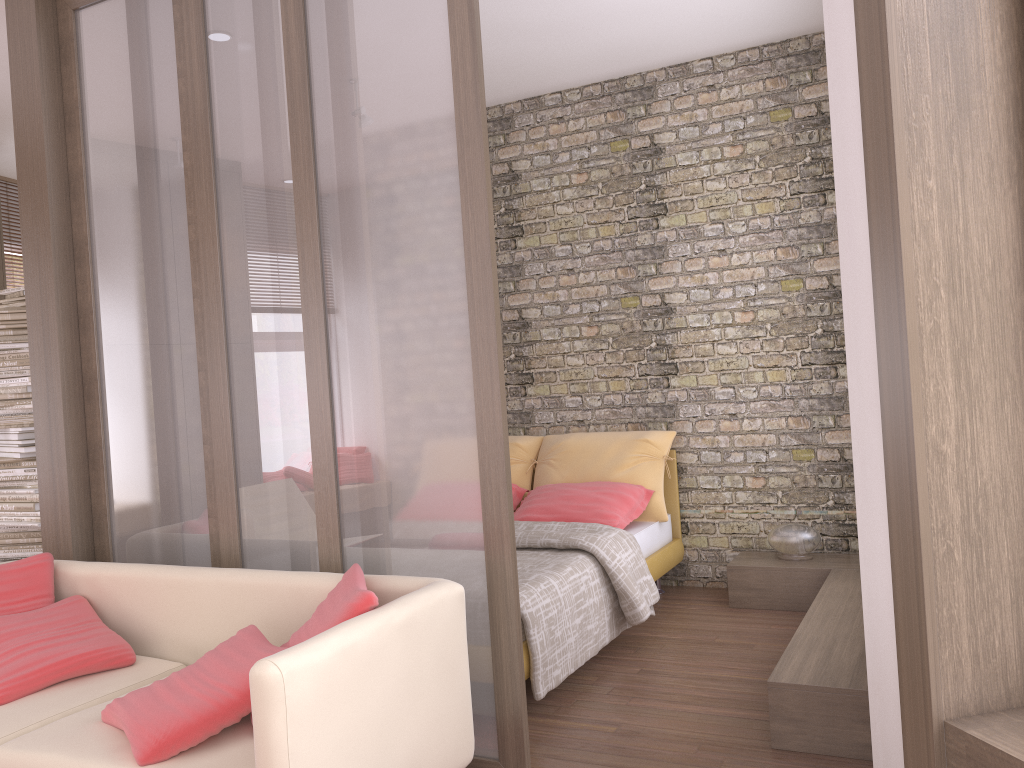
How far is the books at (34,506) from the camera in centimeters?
473cm

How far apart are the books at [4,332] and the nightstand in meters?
4.2 m

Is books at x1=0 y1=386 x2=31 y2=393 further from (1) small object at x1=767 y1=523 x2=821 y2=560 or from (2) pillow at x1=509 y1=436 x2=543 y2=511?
(1) small object at x1=767 y1=523 x2=821 y2=560

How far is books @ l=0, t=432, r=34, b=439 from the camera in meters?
4.8 m

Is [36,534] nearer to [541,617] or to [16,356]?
[16,356]

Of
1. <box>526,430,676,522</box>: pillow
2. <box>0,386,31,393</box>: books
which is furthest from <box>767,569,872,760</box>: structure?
<box>0,386,31,393</box>: books

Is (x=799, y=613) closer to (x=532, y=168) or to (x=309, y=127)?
(x=532, y=168)

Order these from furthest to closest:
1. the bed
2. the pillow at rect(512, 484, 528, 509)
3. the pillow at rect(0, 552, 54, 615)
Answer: the pillow at rect(512, 484, 528, 509) → the bed → the pillow at rect(0, 552, 54, 615)

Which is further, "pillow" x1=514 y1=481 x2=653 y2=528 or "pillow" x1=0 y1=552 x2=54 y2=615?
"pillow" x1=514 y1=481 x2=653 y2=528

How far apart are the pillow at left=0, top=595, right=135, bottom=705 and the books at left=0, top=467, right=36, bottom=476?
1.7m
